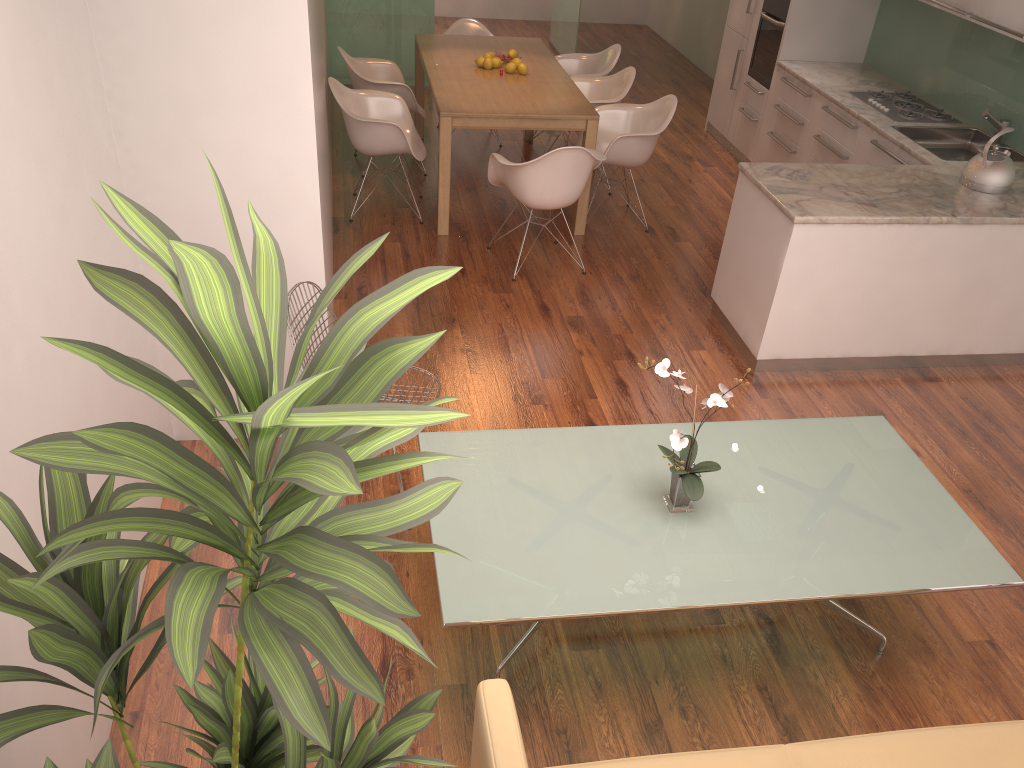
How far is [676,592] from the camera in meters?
2.6 m

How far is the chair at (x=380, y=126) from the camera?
5.84m

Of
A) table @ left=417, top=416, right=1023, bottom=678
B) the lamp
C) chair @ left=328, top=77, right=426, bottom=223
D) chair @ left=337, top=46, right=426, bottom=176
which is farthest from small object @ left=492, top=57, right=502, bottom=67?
table @ left=417, top=416, right=1023, bottom=678

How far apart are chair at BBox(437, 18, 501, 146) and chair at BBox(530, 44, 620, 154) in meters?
0.7

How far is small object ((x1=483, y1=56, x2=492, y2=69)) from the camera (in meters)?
6.53

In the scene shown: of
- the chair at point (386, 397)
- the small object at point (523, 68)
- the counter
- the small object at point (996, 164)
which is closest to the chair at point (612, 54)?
the small object at point (523, 68)

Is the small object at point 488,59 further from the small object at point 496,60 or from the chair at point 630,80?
the chair at point 630,80

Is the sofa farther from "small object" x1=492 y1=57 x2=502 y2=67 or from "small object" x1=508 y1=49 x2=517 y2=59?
"small object" x1=508 y1=49 x2=517 y2=59

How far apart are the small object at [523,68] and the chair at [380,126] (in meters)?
0.90

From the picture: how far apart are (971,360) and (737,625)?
2.7m
